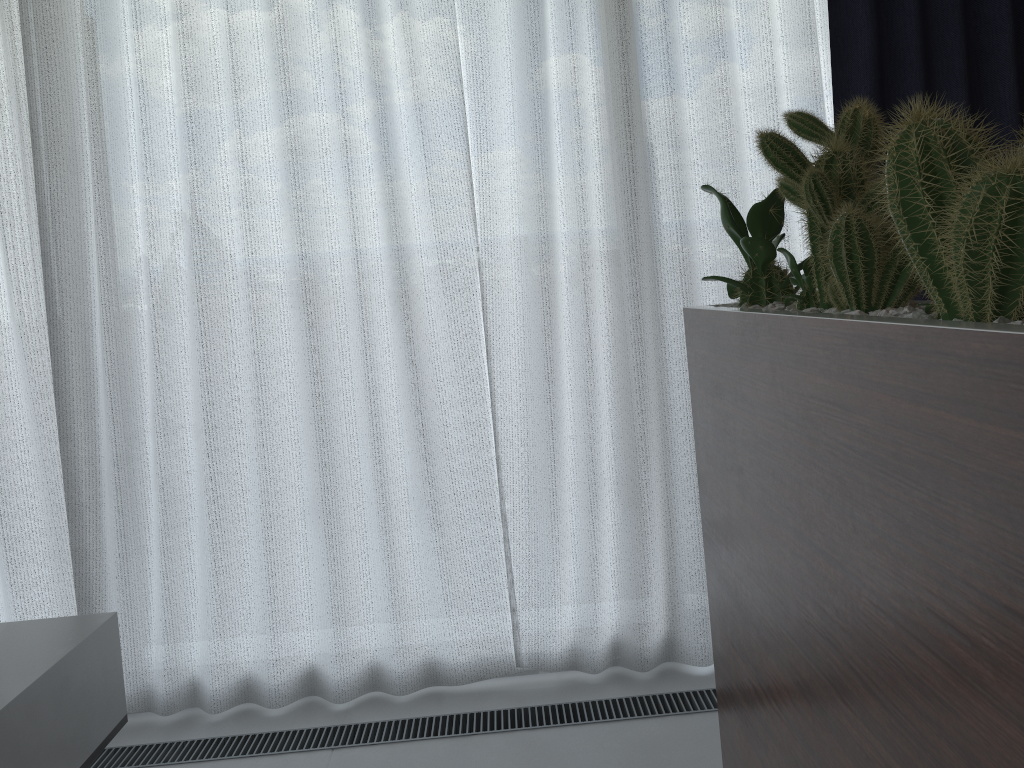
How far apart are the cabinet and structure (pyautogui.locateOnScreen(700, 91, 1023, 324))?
0.0 meters

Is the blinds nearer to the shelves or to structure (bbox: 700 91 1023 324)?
the shelves

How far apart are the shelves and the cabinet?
1.09m

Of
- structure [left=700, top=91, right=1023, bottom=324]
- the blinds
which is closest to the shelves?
the blinds

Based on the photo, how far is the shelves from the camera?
1.3m

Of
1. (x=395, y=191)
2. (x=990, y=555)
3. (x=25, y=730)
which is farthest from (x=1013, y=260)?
(x=395, y=191)

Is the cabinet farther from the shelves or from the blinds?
the shelves

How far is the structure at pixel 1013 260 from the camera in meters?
0.6 m

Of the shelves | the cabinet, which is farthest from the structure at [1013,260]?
the shelves

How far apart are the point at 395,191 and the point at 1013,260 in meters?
1.7
